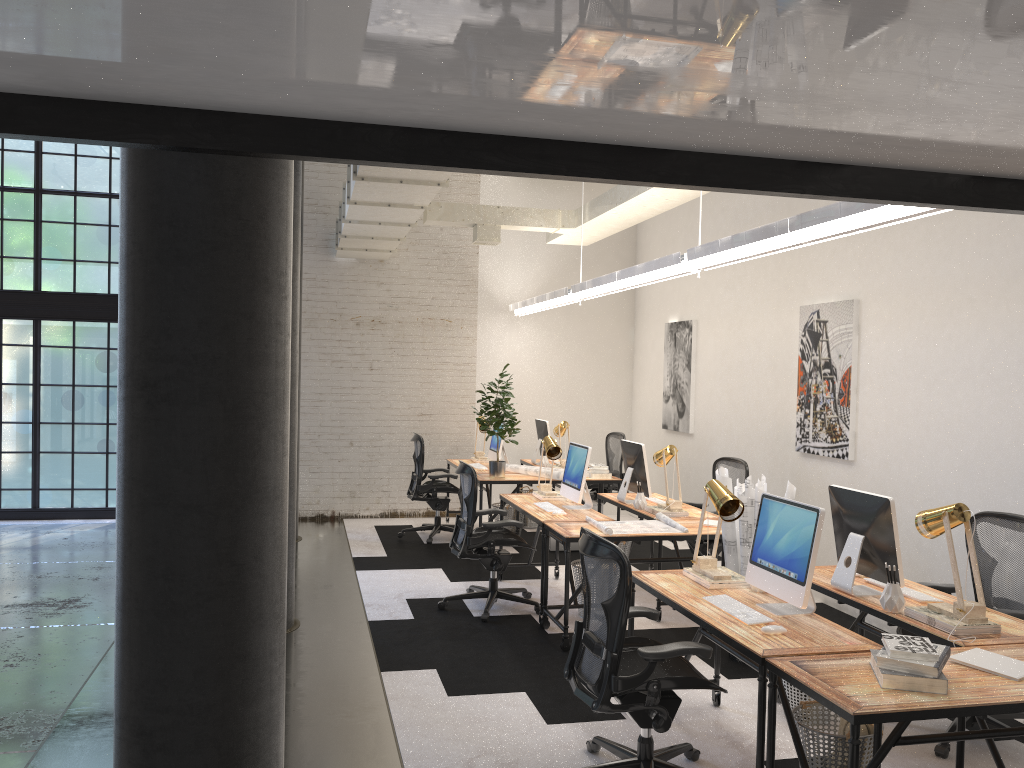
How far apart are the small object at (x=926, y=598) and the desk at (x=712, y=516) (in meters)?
2.24

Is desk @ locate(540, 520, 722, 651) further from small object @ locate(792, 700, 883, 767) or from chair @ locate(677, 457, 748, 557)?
small object @ locate(792, 700, 883, 767)

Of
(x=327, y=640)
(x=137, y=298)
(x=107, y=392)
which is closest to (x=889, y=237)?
(x=327, y=640)

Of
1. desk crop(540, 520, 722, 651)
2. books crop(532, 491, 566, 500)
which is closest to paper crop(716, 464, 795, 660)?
desk crop(540, 520, 722, 651)

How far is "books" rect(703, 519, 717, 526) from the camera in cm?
601

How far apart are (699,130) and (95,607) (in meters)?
5.86

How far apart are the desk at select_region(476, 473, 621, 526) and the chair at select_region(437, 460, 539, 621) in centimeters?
133cm

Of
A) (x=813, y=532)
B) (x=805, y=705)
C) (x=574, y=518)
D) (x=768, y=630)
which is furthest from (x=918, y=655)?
(x=574, y=518)

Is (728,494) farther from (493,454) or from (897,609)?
(493,454)

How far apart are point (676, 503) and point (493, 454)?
3.2m
